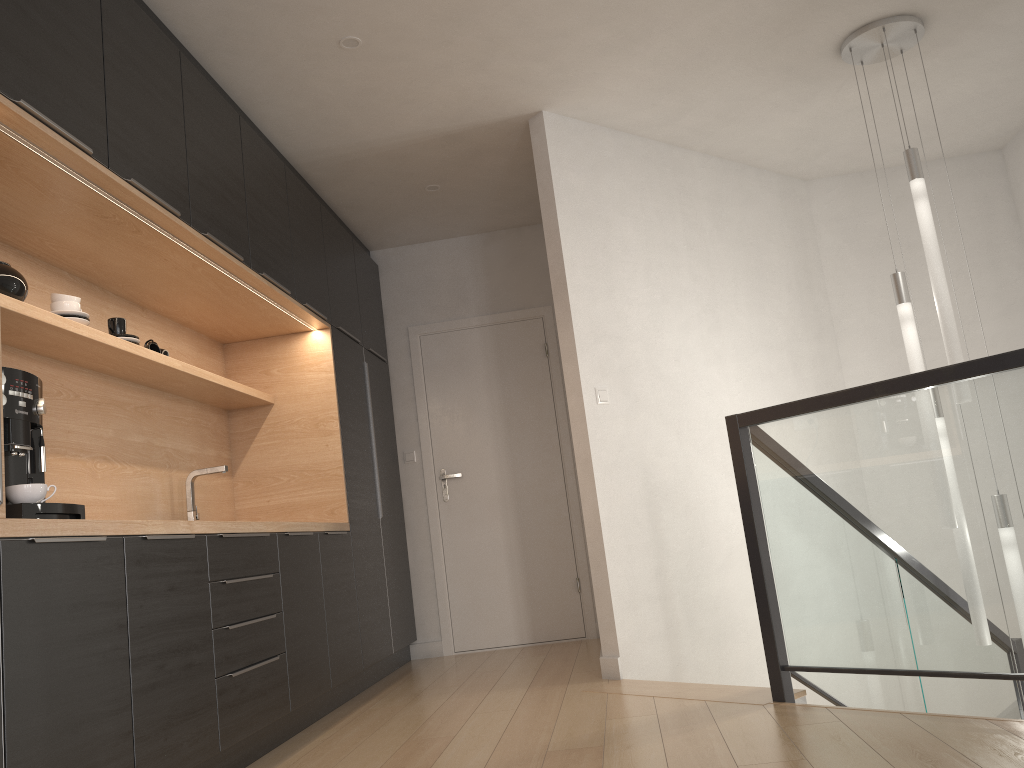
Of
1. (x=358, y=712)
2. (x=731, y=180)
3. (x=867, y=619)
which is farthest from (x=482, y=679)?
(x=731, y=180)

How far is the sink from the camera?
3.92m

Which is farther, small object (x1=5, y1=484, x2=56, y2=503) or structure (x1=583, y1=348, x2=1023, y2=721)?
structure (x1=583, y1=348, x2=1023, y2=721)

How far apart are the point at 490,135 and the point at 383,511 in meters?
2.2 m

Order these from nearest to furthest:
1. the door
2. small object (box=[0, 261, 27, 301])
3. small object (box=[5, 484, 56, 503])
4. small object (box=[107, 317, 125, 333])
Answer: small object (box=[5, 484, 56, 503])
small object (box=[0, 261, 27, 301])
small object (box=[107, 317, 125, 333])
the door

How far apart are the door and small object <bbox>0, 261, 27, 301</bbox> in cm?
323

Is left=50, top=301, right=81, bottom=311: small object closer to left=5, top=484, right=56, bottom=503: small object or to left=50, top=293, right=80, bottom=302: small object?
left=50, top=293, right=80, bottom=302: small object

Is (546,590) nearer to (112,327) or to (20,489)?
(112,327)

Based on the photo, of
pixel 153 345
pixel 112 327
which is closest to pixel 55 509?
pixel 112 327

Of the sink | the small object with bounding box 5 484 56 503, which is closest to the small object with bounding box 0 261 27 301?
the small object with bounding box 5 484 56 503
